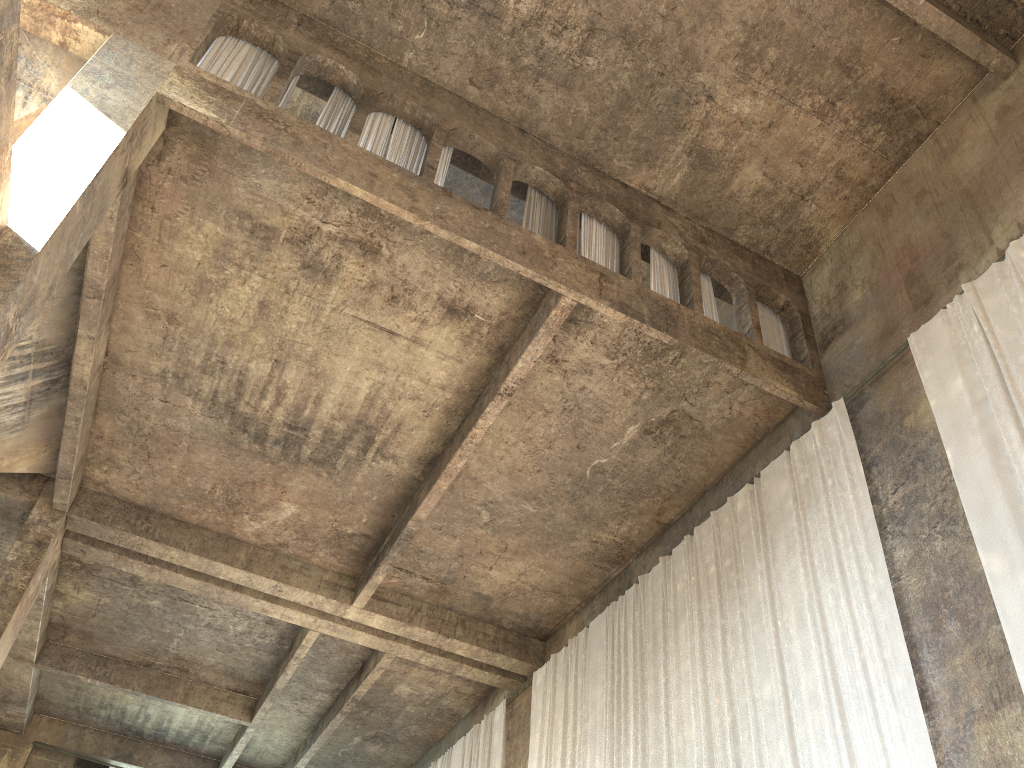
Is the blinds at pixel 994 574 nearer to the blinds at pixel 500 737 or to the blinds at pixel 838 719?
the blinds at pixel 838 719

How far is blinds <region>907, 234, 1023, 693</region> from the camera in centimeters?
727cm

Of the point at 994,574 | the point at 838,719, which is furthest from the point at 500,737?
the point at 994,574

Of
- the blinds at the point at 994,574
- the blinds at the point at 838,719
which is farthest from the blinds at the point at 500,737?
the blinds at the point at 994,574

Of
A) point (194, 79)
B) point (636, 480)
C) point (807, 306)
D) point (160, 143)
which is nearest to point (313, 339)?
point (160, 143)

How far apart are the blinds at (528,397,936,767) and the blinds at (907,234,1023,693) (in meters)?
1.01

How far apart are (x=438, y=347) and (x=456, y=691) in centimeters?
876cm

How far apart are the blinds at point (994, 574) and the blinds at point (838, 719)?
1.01m

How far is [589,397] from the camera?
11.4 meters

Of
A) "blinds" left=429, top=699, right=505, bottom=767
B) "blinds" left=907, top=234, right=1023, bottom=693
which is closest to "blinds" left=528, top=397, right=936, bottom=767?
"blinds" left=907, top=234, right=1023, bottom=693
